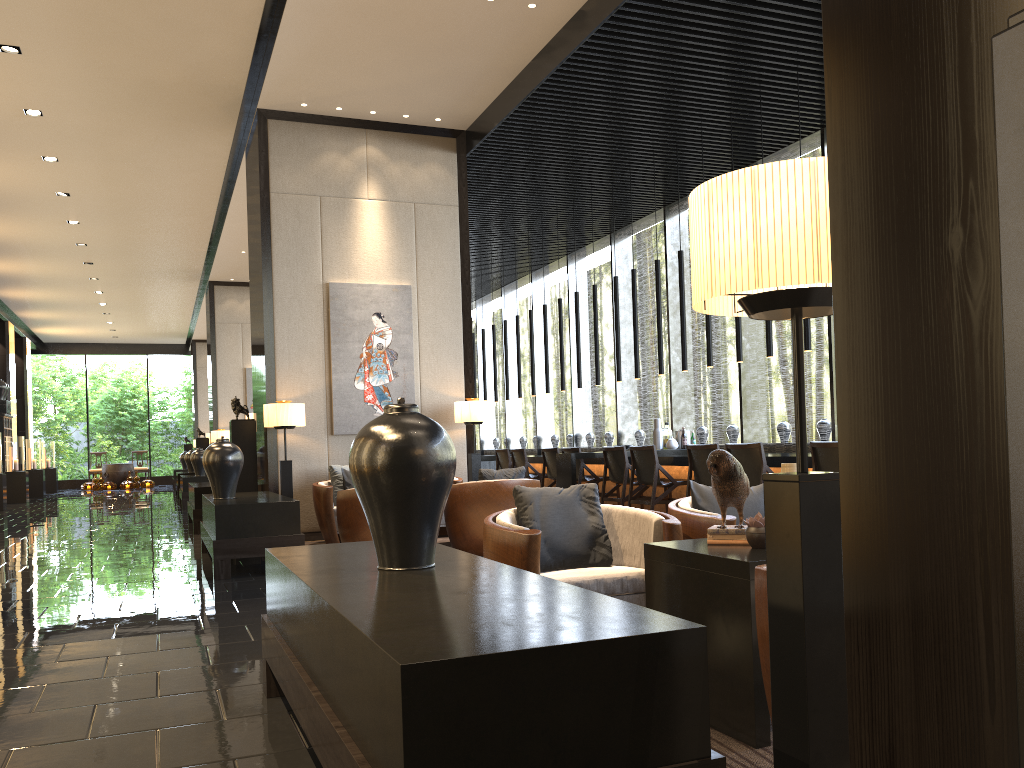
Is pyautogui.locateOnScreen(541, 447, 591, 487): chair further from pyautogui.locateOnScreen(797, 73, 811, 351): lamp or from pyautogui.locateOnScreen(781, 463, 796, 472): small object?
pyautogui.locateOnScreen(781, 463, 796, 472): small object

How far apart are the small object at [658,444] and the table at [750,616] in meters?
6.9 m

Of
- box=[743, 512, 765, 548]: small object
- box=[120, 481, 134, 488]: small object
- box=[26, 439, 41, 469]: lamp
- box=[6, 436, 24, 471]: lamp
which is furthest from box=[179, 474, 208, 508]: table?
box=[743, 512, 765, 548]: small object

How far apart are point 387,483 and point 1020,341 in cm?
187

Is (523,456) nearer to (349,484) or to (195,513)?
(349,484)

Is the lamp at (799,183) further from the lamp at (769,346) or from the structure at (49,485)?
the structure at (49,485)

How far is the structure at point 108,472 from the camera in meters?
25.1

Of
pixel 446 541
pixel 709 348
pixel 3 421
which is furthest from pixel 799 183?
pixel 3 421

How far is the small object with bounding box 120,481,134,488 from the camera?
24.6m

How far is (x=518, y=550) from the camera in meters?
3.2
